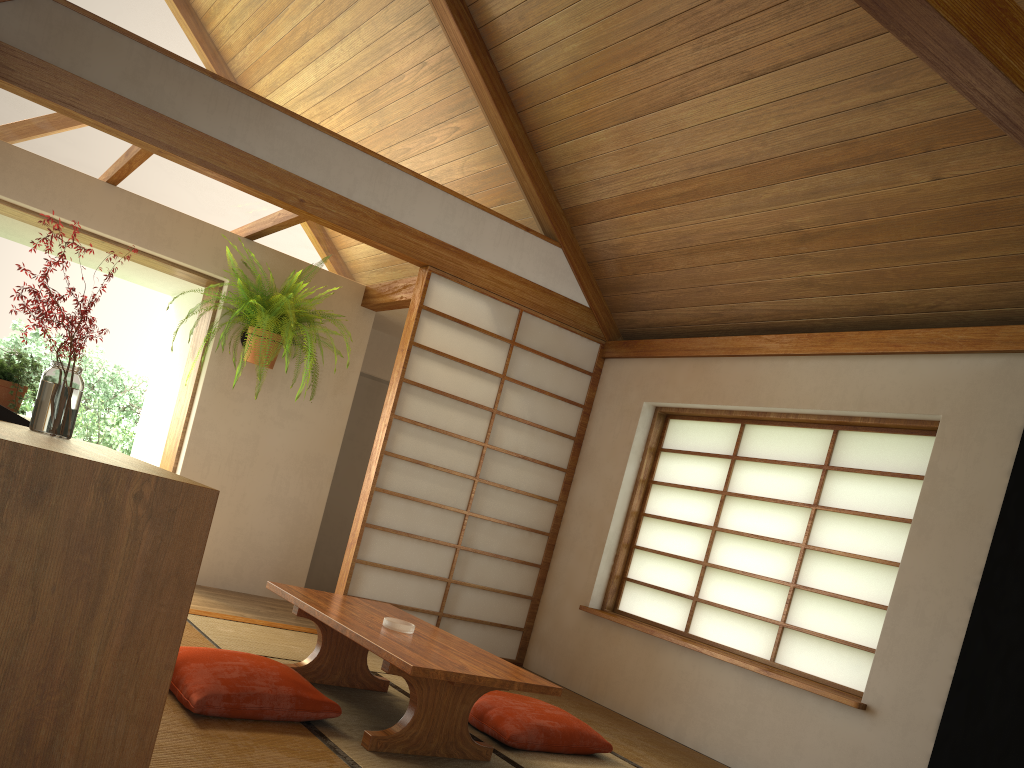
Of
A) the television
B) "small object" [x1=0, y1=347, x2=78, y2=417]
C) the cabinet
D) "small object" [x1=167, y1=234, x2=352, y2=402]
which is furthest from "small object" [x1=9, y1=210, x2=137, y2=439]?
"small object" [x1=167, y1=234, x2=352, y2=402]

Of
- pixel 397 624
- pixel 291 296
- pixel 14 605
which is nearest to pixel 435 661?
pixel 397 624

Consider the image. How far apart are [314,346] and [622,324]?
2.1 meters

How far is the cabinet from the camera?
1.3m

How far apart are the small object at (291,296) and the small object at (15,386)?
1.6 meters

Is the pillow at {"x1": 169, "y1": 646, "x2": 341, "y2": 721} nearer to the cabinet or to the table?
the table

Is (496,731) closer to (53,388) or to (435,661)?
(435,661)

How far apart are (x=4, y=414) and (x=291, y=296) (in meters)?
3.06

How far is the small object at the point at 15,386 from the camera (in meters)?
3.12

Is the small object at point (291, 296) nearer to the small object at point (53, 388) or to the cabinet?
the small object at point (53, 388)
